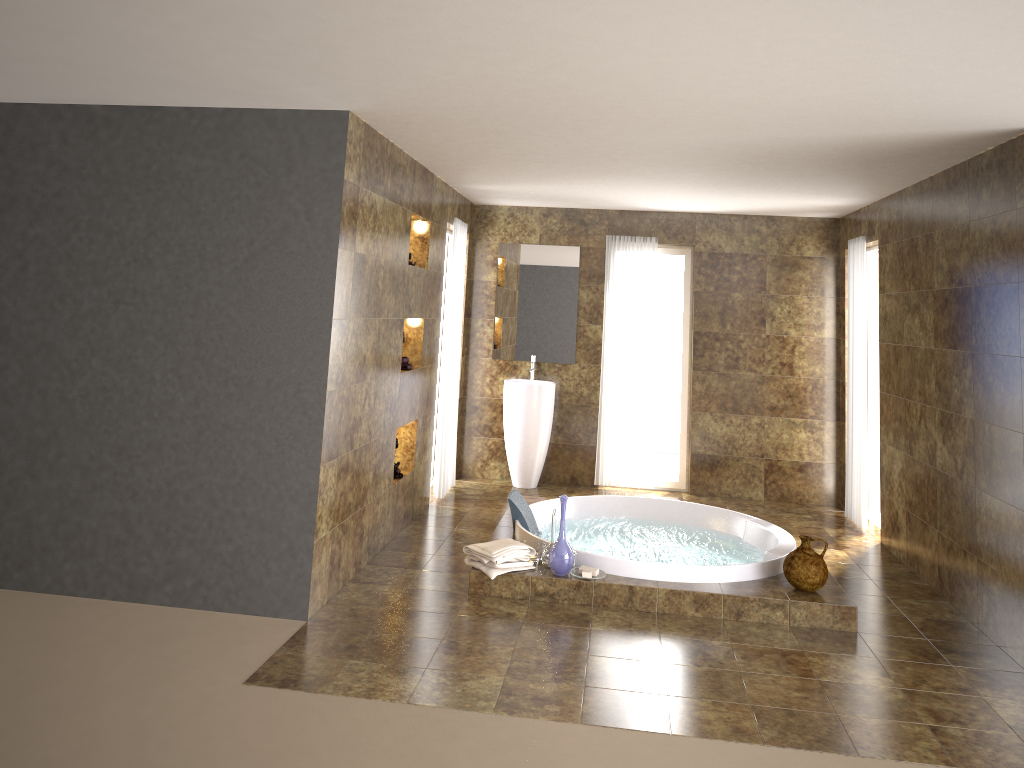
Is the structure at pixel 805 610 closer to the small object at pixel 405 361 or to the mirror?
the small object at pixel 405 361

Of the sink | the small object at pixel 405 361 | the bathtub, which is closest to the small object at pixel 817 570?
the bathtub

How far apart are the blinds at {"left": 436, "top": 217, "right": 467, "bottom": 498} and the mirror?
0.7m

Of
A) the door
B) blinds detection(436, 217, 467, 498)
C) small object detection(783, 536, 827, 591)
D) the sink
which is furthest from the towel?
the door

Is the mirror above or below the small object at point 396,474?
above

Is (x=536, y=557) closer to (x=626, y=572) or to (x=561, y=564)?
(x=561, y=564)

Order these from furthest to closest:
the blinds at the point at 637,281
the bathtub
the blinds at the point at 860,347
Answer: the blinds at the point at 637,281 < the blinds at the point at 860,347 < the bathtub

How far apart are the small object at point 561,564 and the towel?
→ 0.2m

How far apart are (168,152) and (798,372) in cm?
559

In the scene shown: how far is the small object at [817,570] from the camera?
4.83m
